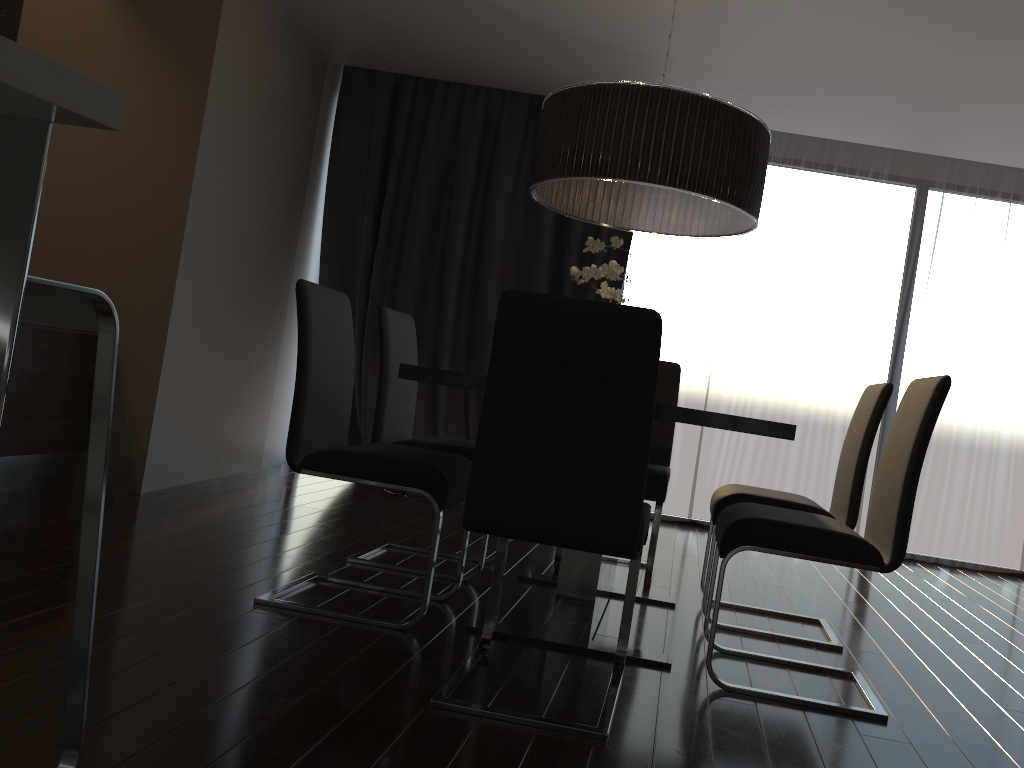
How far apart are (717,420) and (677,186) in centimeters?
81cm

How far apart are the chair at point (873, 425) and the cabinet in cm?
250

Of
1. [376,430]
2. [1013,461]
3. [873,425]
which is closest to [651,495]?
[873,425]

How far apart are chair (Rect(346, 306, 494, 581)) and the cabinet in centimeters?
152cm

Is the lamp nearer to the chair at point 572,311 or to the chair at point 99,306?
the chair at point 572,311

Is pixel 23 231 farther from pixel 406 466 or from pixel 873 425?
pixel 873 425

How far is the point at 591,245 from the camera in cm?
274

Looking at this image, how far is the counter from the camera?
0.9m

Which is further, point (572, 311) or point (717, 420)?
point (717, 420)

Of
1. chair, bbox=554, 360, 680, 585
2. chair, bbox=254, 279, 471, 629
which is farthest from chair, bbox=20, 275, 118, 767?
chair, bbox=554, 360, 680, 585
